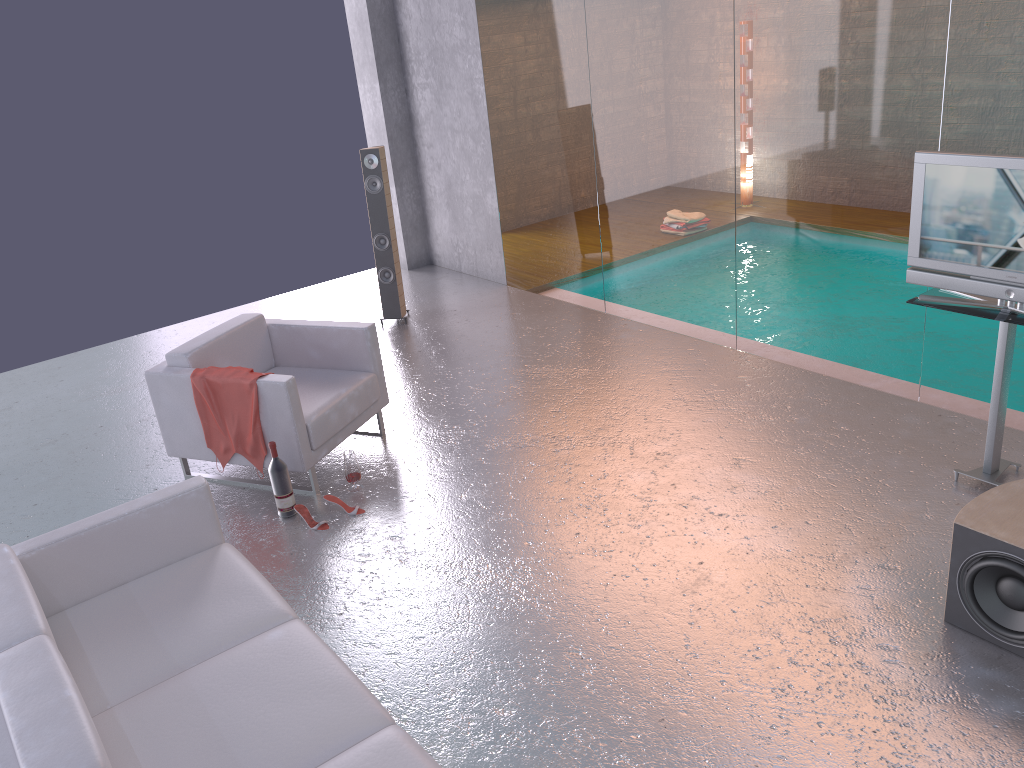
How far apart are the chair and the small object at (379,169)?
1.94m

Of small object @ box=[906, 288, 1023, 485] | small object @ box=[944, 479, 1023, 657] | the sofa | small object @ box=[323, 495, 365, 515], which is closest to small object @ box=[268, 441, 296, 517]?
small object @ box=[323, 495, 365, 515]

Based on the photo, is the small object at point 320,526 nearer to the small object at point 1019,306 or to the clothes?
the clothes

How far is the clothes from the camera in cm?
481

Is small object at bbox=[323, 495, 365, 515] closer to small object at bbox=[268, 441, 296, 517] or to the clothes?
small object at bbox=[268, 441, 296, 517]

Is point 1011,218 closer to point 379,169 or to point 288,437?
point 288,437

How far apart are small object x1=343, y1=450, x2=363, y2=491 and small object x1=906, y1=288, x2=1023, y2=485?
3.01m

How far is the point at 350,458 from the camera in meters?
4.9

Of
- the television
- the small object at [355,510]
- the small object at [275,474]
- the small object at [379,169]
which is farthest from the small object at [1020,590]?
the small object at [379,169]

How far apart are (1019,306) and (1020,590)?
1.4m
